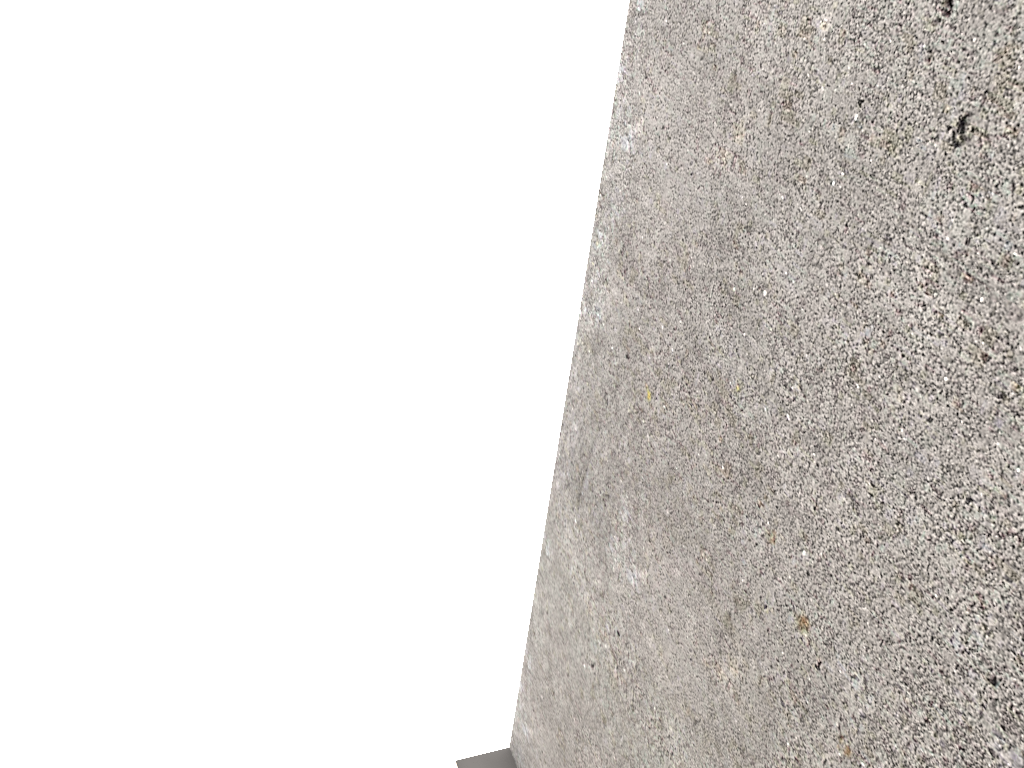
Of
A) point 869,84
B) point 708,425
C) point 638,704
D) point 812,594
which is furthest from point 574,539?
point 869,84

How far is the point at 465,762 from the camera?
1.5 meters

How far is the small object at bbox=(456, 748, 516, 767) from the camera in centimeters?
155cm

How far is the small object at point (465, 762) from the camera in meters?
1.5
